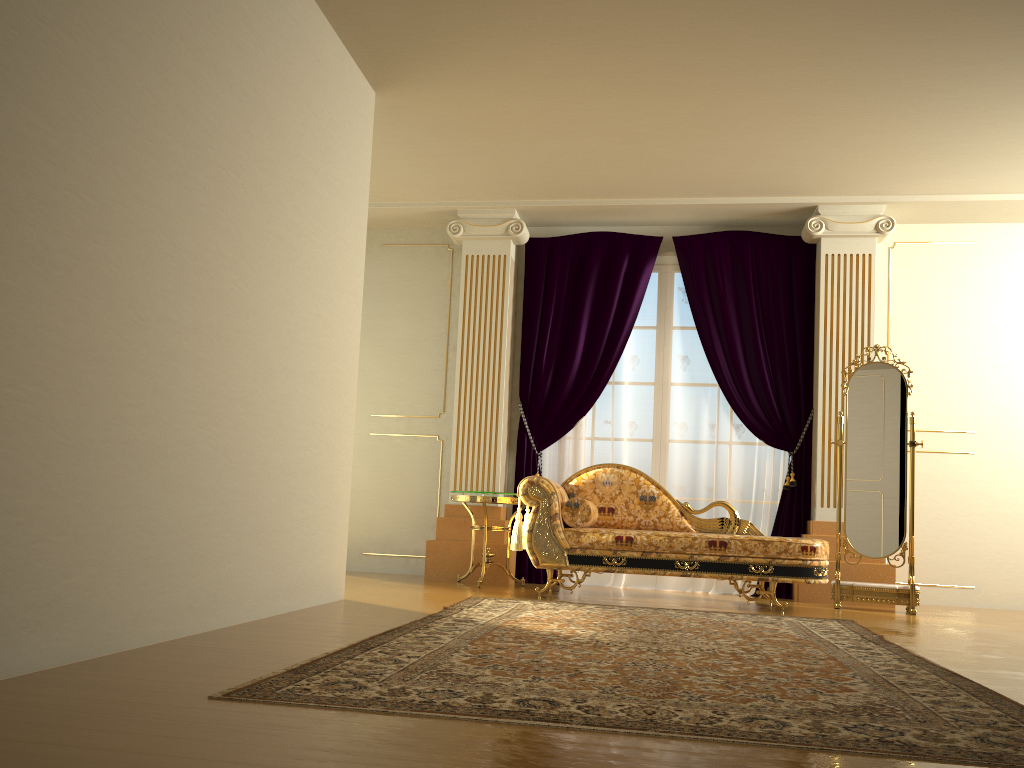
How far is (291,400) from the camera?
3.9m

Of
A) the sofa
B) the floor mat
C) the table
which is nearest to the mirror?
the sofa

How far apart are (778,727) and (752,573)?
3.09m

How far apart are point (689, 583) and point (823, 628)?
2.4m

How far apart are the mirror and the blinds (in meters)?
0.54

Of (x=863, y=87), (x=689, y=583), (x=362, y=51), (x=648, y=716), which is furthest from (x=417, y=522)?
(x=648, y=716)

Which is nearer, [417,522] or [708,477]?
[708,477]

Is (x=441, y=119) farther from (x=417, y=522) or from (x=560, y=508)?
(x=417, y=522)

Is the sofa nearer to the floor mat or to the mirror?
the floor mat

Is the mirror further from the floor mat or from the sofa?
the floor mat
